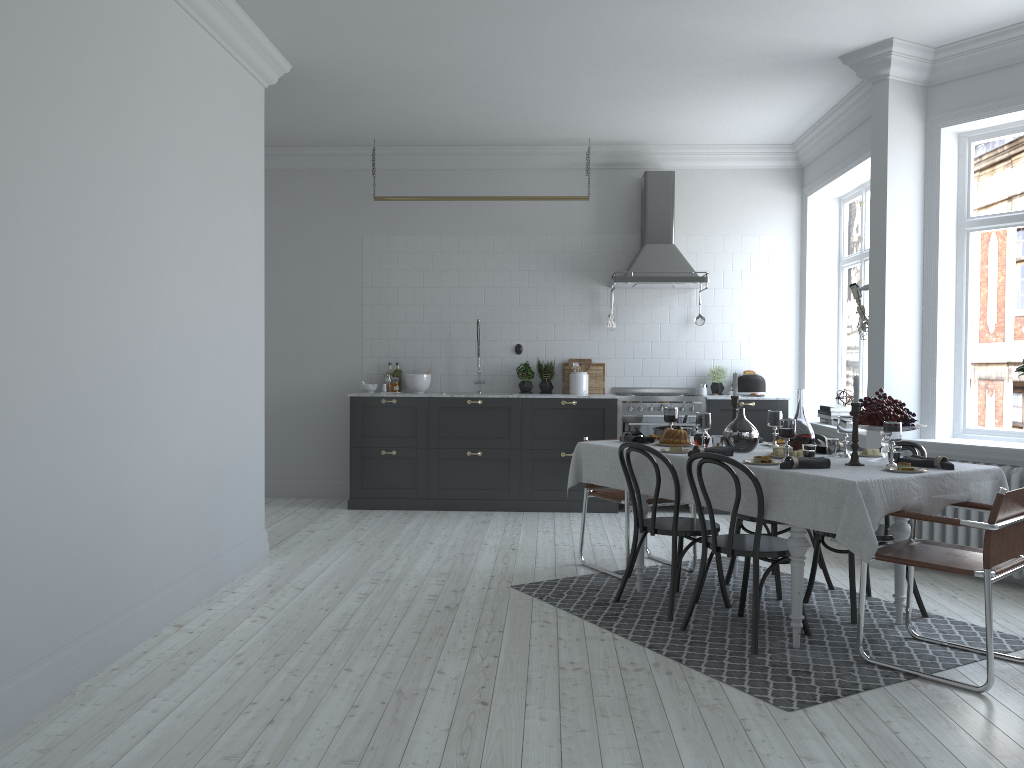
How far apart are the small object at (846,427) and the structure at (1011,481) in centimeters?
136cm

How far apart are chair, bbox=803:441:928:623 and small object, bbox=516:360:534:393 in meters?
3.8 m

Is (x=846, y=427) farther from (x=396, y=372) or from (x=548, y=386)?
(x=396, y=372)

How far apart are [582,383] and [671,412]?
2.8 meters

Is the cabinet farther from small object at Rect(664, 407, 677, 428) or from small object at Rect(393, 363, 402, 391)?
small object at Rect(664, 407, 677, 428)

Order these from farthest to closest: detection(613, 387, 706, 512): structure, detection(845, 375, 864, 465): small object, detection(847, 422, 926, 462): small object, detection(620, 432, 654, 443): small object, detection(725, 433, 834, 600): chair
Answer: detection(613, 387, 706, 512): structure < detection(620, 432, 654, 443): small object < detection(725, 433, 834, 600): chair < detection(847, 422, 926, 462): small object < detection(845, 375, 864, 465): small object

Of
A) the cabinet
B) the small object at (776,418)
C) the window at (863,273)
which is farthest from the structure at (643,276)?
the small object at (776,418)

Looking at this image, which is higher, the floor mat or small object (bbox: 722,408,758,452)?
small object (bbox: 722,408,758,452)

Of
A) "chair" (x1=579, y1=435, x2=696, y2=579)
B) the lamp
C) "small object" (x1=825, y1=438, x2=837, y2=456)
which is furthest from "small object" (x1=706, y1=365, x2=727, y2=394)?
"small object" (x1=825, y1=438, x2=837, y2=456)

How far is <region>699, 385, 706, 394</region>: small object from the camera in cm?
823
